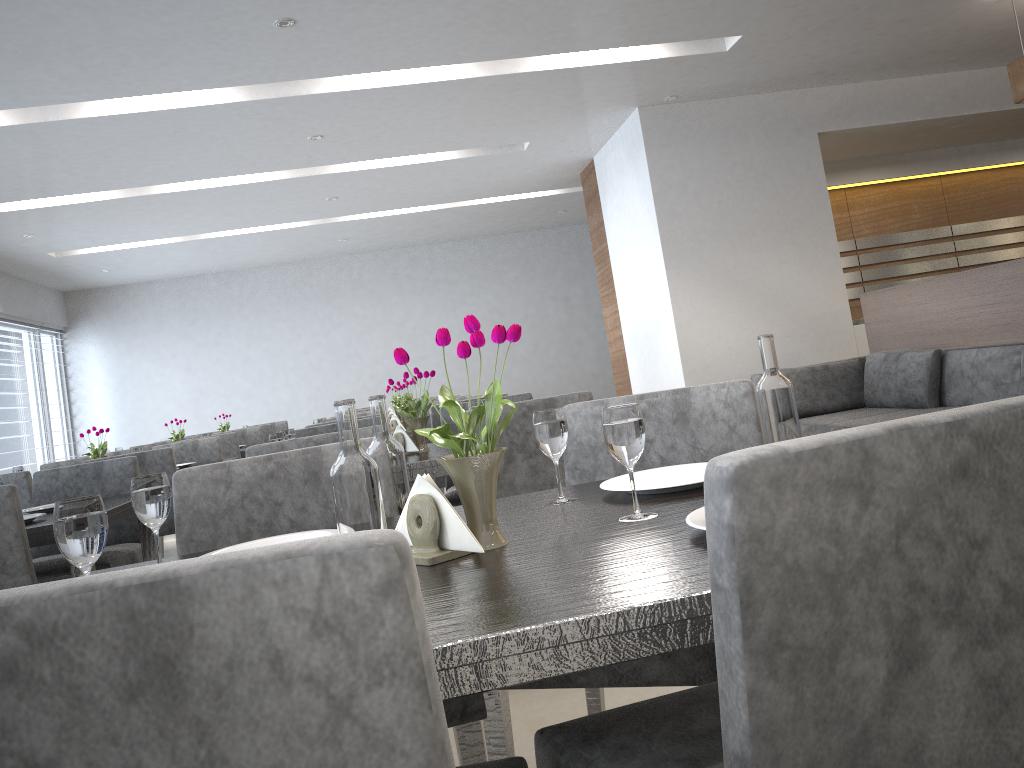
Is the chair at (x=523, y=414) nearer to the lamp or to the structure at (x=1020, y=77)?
the lamp

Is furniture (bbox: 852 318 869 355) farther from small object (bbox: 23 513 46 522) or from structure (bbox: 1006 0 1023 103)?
small object (bbox: 23 513 46 522)

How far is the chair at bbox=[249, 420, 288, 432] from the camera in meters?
8.4

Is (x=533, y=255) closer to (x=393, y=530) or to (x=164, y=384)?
(x=164, y=384)

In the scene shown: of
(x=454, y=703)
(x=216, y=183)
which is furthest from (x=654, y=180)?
(x=454, y=703)

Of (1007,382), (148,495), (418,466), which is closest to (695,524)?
(148,495)

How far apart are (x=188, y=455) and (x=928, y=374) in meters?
4.0

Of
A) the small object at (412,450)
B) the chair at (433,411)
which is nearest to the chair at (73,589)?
the small object at (412,450)

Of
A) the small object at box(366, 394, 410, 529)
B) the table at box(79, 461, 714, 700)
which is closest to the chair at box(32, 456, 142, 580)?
the table at box(79, 461, 714, 700)

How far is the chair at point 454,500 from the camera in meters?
3.1
